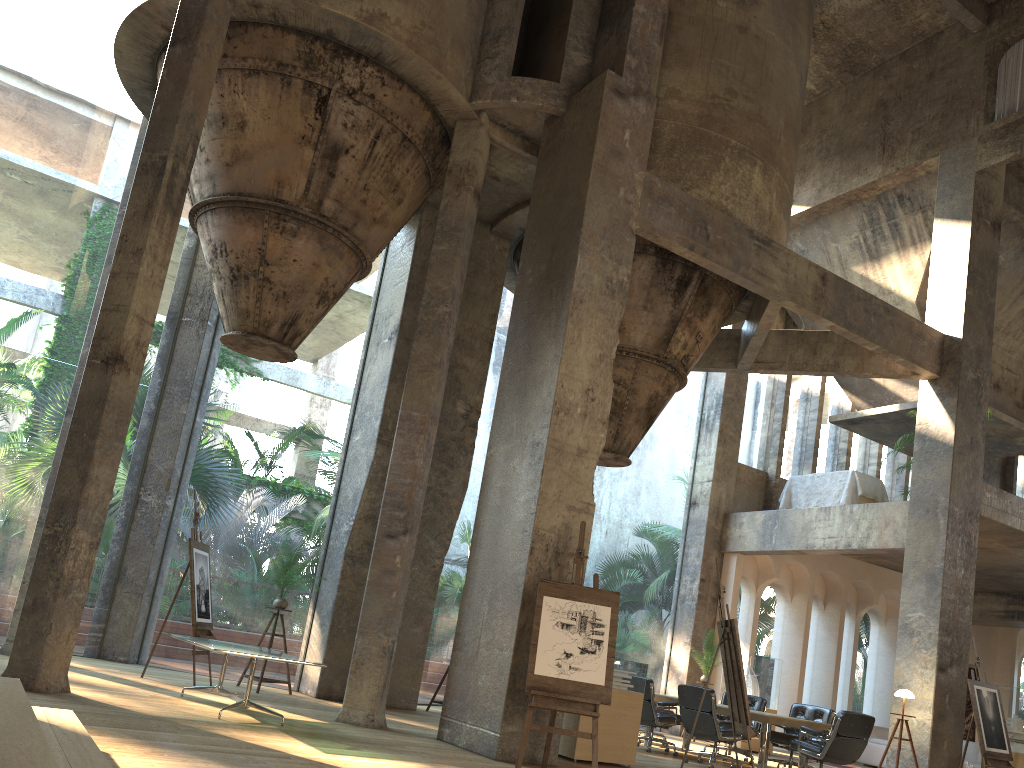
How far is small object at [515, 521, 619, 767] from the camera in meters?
6.7

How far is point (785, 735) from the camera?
10.4m

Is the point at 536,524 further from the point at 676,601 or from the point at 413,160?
the point at 676,601

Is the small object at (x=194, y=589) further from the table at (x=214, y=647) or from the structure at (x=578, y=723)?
the structure at (x=578, y=723)

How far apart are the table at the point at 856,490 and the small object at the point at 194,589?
9.9m

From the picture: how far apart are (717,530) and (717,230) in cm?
686

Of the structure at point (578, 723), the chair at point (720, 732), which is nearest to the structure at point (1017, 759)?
the chair at point (720, 732)

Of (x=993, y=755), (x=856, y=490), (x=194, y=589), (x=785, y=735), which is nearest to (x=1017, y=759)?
(x=993, y=755)

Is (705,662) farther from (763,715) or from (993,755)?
(763,715)

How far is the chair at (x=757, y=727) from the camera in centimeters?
1145cm
